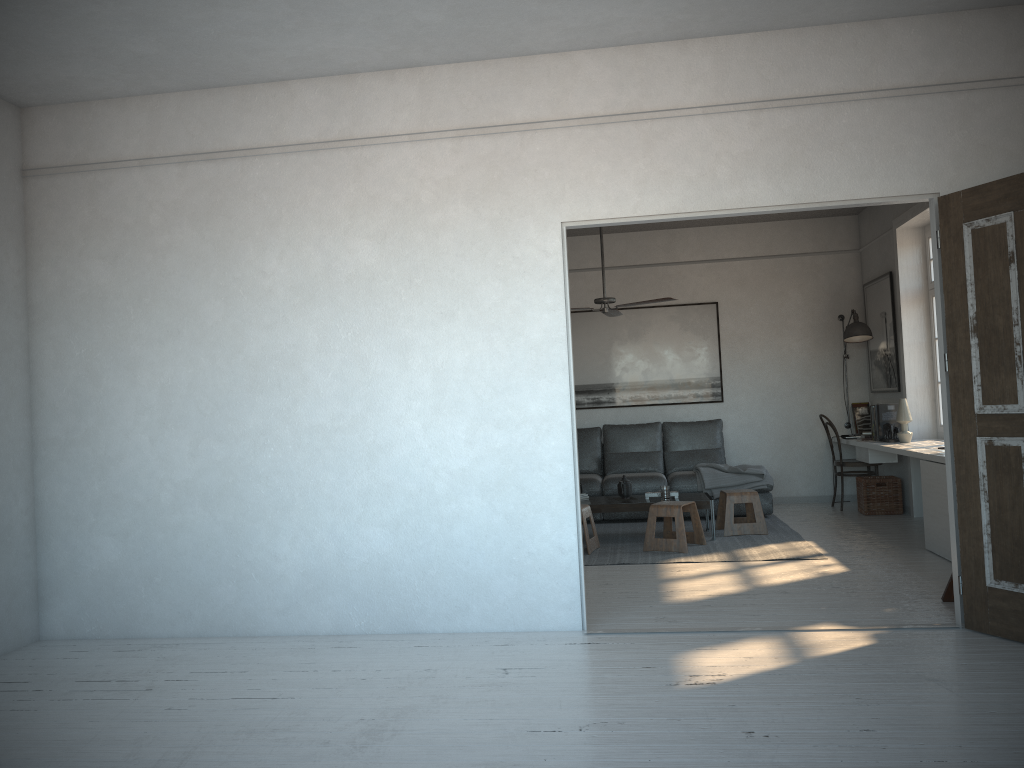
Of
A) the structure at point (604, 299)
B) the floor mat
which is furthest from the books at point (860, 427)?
the structure at point (604, 299)

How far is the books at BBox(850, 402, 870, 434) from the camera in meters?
8.7

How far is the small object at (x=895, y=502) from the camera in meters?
7.9

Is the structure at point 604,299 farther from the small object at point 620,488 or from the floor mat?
the floor mat

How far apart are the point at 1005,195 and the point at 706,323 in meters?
5.4 m

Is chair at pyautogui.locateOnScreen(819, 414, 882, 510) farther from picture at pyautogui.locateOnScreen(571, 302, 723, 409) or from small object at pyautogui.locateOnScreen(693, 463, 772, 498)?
picture at pyautogui.locateOnScreen(571, 302, 723, 409)

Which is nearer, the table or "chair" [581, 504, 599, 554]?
"chair" [581, 504, 599, 554]

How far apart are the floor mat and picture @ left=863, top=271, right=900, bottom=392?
1.6m

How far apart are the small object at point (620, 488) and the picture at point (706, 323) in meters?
2.1

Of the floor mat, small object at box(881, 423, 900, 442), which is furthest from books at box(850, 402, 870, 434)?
the floor mat
